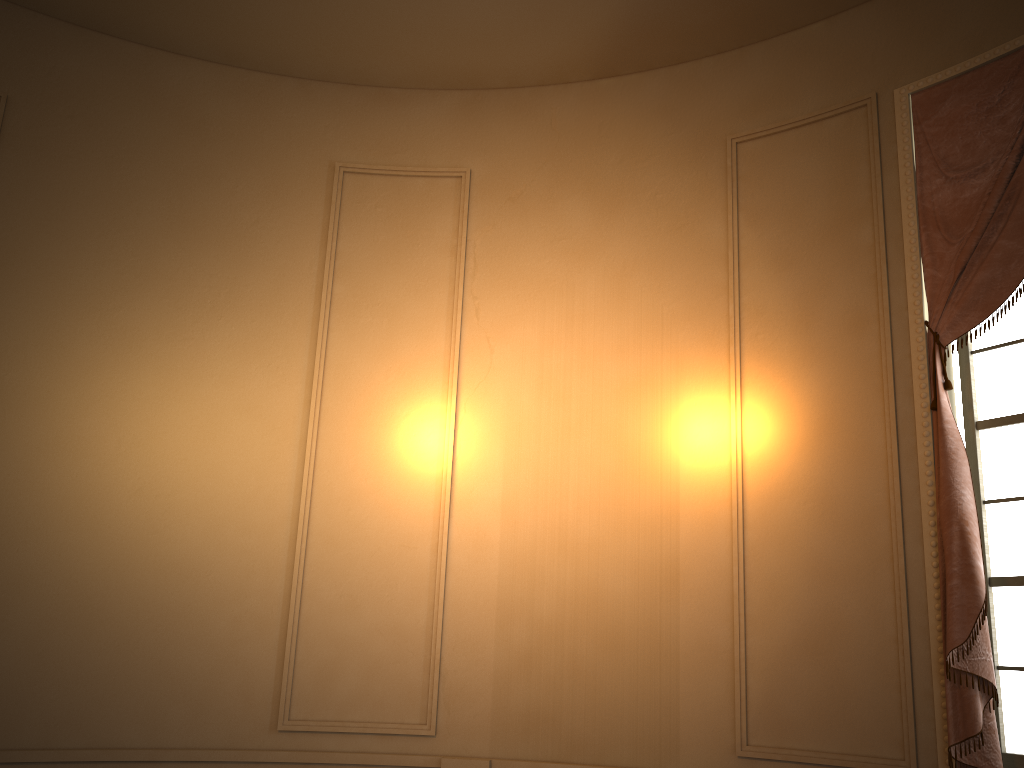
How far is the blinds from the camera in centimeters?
311cm

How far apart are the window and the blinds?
0.18m

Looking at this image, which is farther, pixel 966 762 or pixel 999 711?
pixel 999 711

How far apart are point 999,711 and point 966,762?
0.31m

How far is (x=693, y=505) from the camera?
3.93m

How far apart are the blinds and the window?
0.2 meters

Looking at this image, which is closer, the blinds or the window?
the blinds

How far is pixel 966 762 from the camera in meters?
3.1 m

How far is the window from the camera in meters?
3.3

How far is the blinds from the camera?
3.1 meters
